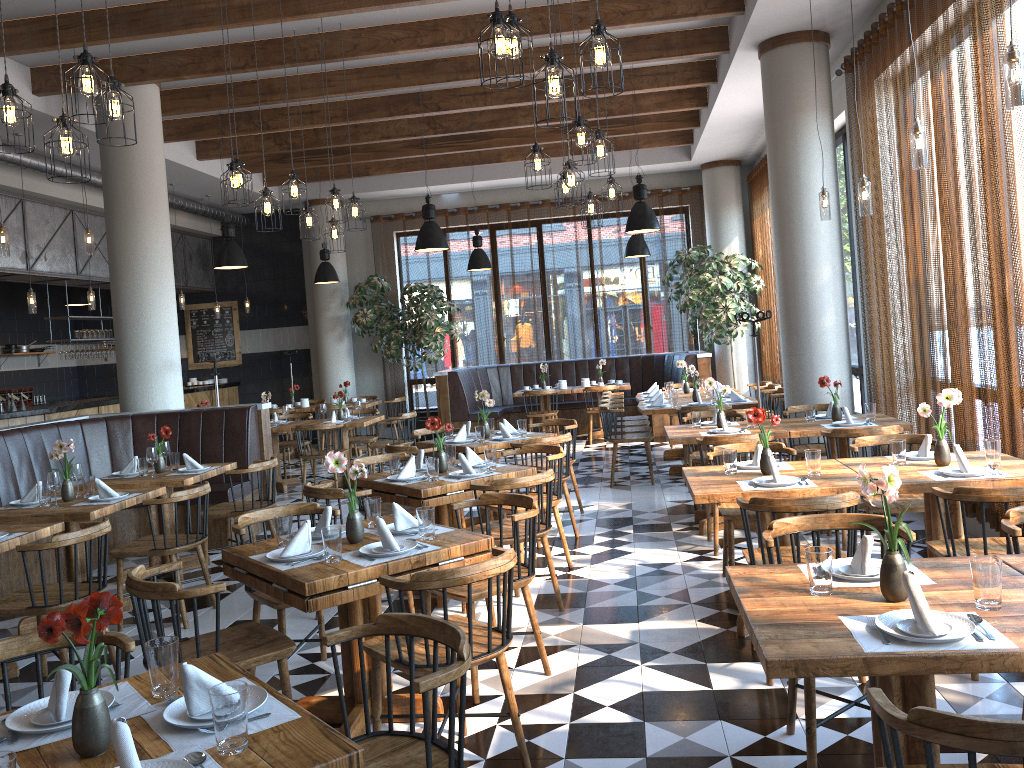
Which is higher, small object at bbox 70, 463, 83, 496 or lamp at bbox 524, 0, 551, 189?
lamp at bbox 524, 0, 551, 189

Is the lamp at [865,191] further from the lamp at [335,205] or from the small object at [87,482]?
the small object at [87,482]

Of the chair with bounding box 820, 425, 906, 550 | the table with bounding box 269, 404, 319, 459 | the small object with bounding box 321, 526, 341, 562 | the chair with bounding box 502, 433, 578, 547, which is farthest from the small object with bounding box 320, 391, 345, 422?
the small object with bounding box 321, 526, 341, 562

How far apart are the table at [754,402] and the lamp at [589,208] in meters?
2.3 m

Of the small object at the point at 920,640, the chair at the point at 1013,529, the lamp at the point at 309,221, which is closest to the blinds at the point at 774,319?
the lamp at the point at 309,221

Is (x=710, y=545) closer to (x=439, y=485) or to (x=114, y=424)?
(x=439, y=485)

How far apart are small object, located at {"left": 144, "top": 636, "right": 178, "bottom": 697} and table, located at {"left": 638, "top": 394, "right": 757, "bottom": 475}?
6.9m

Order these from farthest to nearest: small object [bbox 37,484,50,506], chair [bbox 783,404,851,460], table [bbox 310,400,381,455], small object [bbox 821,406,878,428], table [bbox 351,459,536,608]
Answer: table [bbox 310,400,381,455], chair [bbox 783,404,851,460], small object [bbox 821,406,878,428], small object [bbox 37,484,50,506], table [bbox 351,459,536,608]

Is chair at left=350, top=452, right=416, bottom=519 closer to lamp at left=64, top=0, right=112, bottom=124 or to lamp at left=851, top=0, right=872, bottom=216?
lamp at left=64, top=0, right=112, bottom=124

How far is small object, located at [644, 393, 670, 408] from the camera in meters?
9.1
